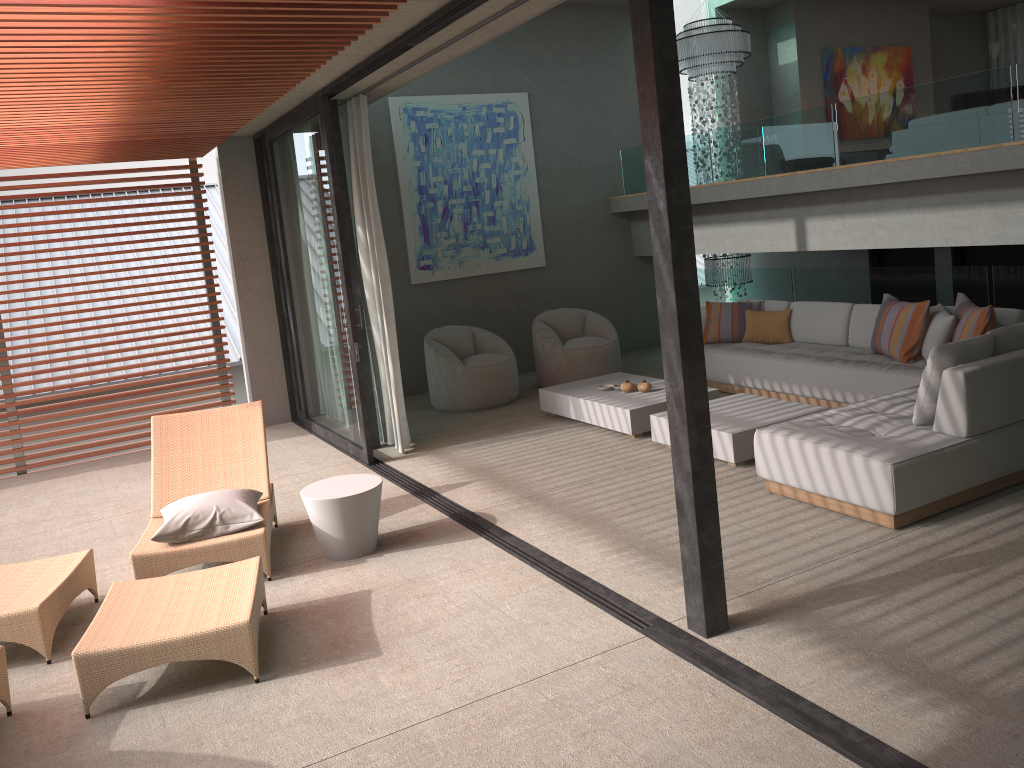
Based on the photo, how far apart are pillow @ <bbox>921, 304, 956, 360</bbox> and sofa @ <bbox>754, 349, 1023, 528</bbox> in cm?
99

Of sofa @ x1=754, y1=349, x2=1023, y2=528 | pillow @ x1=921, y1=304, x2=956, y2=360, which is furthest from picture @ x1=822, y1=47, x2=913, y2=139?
sofa @ x1=754, y1=349, x2=1023, y2=528

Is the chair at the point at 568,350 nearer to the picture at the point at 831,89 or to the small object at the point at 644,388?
the small object at the point at 644,388

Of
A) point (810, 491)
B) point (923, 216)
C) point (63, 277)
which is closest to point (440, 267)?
point (63, 277)

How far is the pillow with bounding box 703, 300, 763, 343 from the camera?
8.5 meters

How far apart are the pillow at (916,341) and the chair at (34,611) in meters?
5.7

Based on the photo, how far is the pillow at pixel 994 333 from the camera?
5.06m

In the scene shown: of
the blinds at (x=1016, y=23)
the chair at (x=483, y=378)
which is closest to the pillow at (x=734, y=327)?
the chair at (x=483, y=378)

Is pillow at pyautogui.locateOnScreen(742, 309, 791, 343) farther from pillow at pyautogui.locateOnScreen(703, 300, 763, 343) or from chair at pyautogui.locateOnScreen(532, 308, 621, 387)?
chair at pyautogui.locateOnScreen(532, 308, 621, 387)

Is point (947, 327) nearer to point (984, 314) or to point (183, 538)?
point (984, 314)
